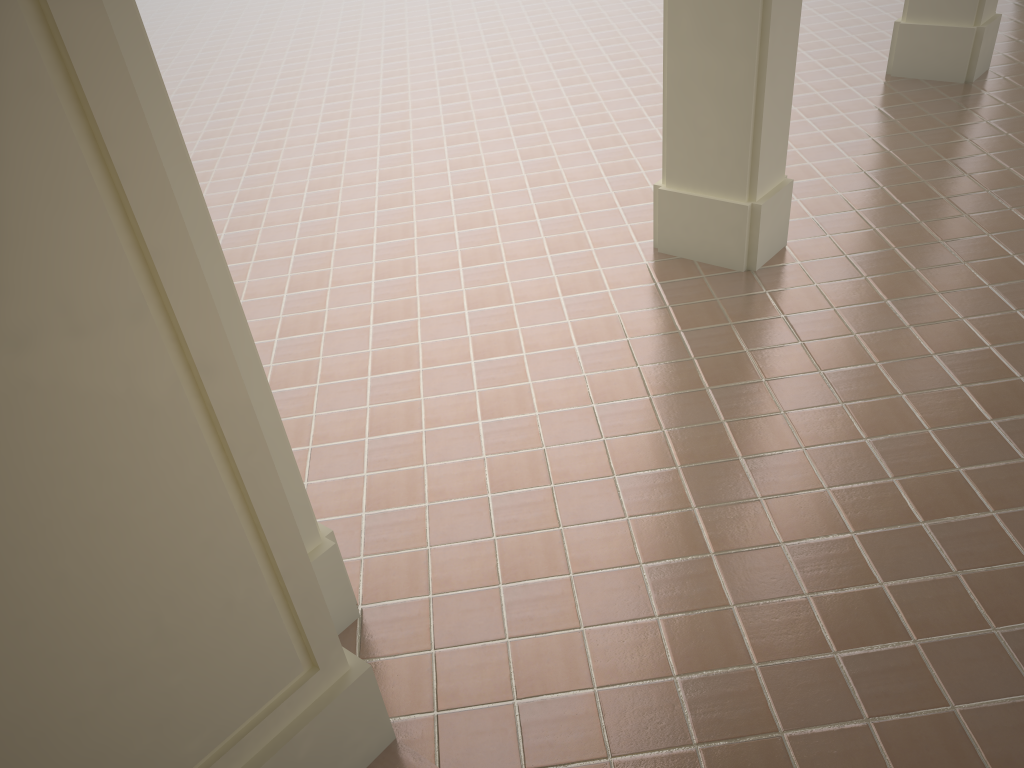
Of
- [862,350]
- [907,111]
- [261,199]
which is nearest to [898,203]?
[907,111]

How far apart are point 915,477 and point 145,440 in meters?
3.3
